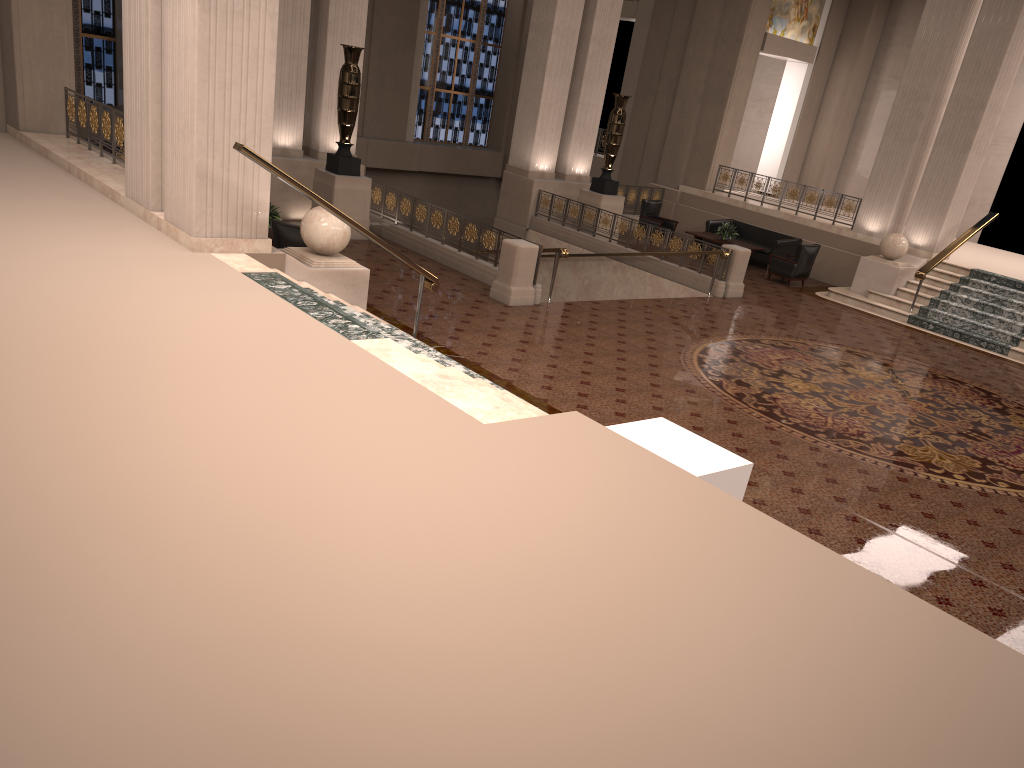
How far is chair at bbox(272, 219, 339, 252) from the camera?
10.5 meters

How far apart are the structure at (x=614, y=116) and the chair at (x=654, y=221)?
1.50m

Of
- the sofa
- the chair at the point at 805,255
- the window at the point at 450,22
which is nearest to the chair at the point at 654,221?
the sofa

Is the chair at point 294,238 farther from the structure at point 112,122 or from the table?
the table

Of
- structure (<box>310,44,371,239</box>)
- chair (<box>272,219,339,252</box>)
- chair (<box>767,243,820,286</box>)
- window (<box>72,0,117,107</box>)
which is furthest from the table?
window (<box>72,0,117,107</box>)

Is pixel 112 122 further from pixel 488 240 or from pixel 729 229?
pixel 729 229

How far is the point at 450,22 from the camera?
24.51m

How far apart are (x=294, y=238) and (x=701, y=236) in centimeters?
1062cm

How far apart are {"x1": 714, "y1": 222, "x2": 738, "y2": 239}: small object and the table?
0.14m

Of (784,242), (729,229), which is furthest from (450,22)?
(784,242)
